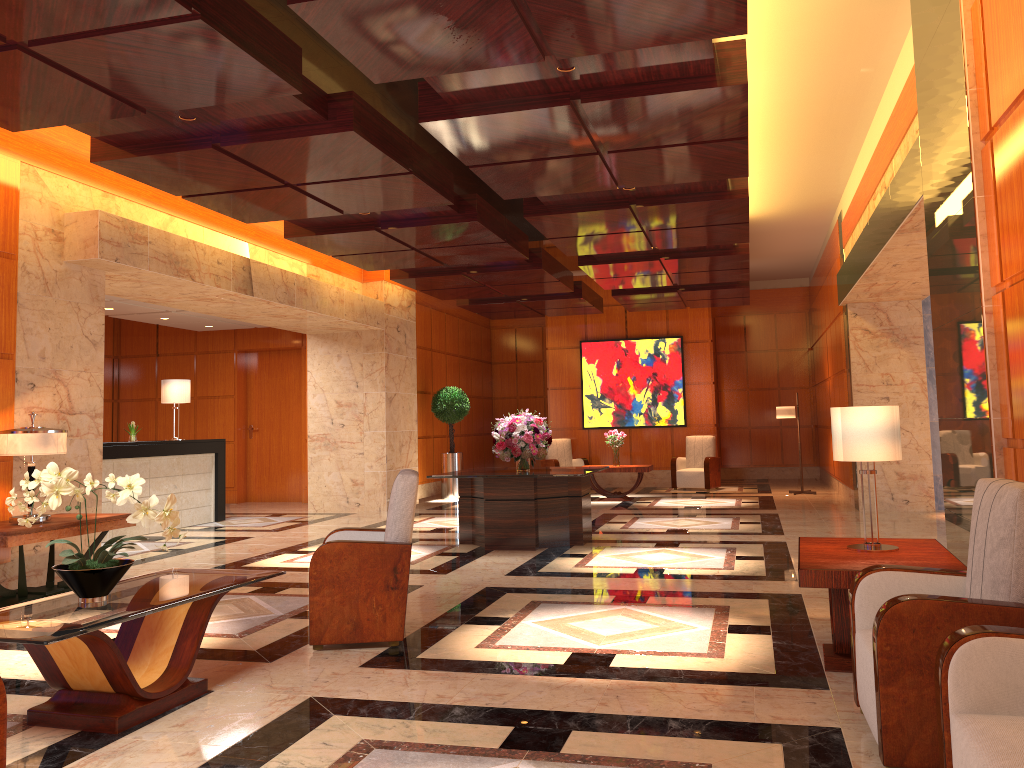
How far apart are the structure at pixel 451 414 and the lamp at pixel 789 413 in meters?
5.3

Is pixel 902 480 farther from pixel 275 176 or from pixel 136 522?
pixel 136 522

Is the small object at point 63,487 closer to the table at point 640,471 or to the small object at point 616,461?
the table at point 640,471

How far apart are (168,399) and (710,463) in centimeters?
907cm

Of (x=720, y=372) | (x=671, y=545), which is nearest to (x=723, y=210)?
(x=671, y=545)

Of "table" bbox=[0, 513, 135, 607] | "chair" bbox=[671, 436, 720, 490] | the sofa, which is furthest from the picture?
the sofa

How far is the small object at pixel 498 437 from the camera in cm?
922

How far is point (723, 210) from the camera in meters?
8.7 m

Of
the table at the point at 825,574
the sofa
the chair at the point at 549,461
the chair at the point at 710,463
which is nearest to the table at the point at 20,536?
the table at the point at 825,574

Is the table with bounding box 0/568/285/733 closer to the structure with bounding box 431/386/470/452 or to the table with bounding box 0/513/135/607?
the table with bounding box 0/513/135/607
